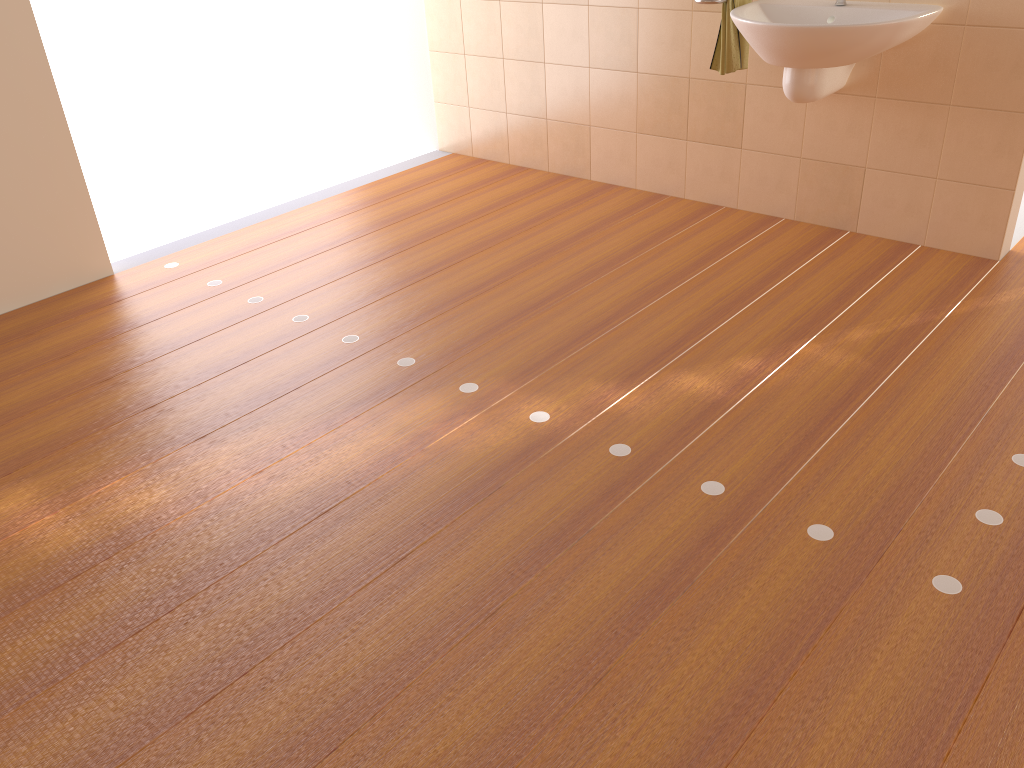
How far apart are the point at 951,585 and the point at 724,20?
2.30m

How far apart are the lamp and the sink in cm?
145

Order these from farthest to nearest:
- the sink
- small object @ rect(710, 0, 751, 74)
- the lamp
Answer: small object @ rect(710, 0, 751, 74) → the sink → the lamp

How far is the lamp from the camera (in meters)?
1.87

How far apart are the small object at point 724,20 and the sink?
0.0m

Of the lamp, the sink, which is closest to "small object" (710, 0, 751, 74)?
the sink

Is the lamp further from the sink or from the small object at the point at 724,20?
the small object at the point at 724,20

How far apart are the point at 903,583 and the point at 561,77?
3.1 meters

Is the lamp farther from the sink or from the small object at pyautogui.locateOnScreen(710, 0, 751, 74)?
the small object at pyautogui.locateOnScreen(710, 0, 751, 74)

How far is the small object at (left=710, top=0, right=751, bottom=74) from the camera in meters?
3.3 m
